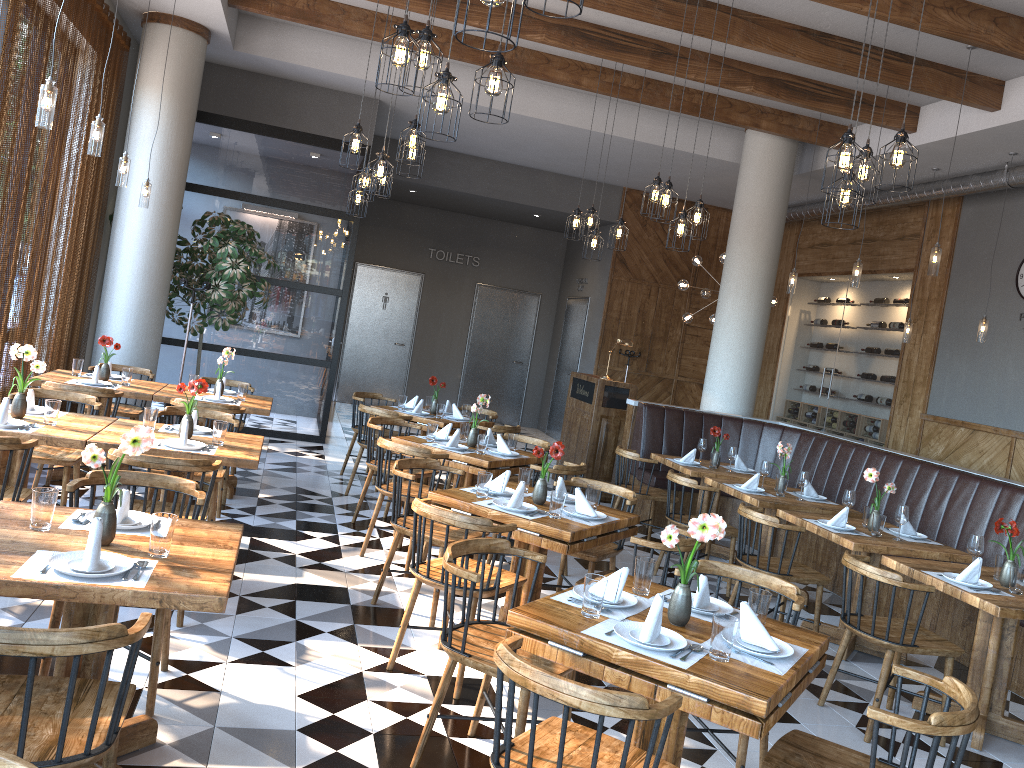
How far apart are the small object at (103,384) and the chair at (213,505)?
1.13m

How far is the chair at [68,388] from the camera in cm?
601

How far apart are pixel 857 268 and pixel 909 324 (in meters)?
1.87

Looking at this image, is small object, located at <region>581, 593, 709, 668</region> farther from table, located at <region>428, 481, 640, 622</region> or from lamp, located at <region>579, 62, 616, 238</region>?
lamp, located at <region>579, 62, 616, 238</region>

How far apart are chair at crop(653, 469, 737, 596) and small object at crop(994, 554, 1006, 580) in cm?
198

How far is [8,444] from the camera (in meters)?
4.03

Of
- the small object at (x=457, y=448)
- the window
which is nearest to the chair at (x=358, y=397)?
the window

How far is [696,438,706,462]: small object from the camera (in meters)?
7.94

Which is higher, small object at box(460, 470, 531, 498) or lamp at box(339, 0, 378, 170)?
lamp at box(339, 0, 378, 170)

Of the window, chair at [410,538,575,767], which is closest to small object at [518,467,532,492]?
chair at [410,538,575,767]
